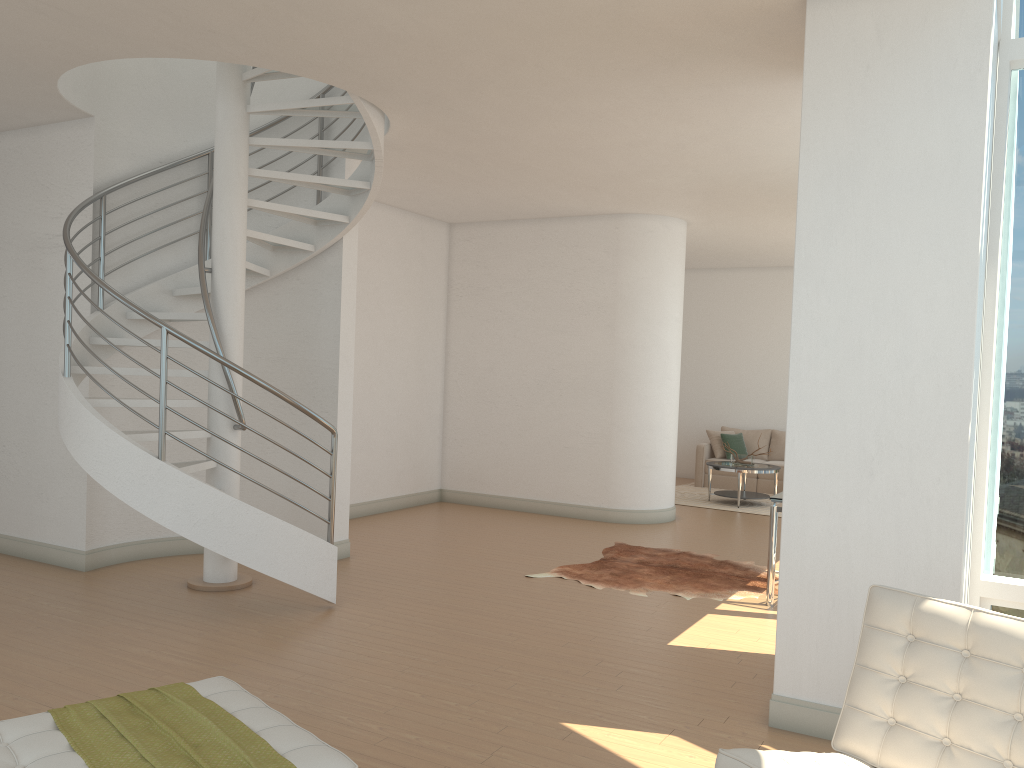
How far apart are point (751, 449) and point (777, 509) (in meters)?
7.29

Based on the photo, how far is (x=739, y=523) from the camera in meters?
10.0 m

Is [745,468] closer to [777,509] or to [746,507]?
[746,507]

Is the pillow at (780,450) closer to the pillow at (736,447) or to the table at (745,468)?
the pillow at (736,447)

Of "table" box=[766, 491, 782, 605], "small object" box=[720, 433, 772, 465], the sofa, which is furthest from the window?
the sofa

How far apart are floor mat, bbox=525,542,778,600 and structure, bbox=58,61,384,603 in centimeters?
194cm

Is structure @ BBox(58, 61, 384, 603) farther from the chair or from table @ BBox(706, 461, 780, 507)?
table @ BBox(706, 461, 780, 507)

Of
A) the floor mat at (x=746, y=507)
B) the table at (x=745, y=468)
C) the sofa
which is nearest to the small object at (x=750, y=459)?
the table at (x=745, y=468)

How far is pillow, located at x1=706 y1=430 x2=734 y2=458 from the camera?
13.24m

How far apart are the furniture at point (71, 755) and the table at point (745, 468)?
8.9m
